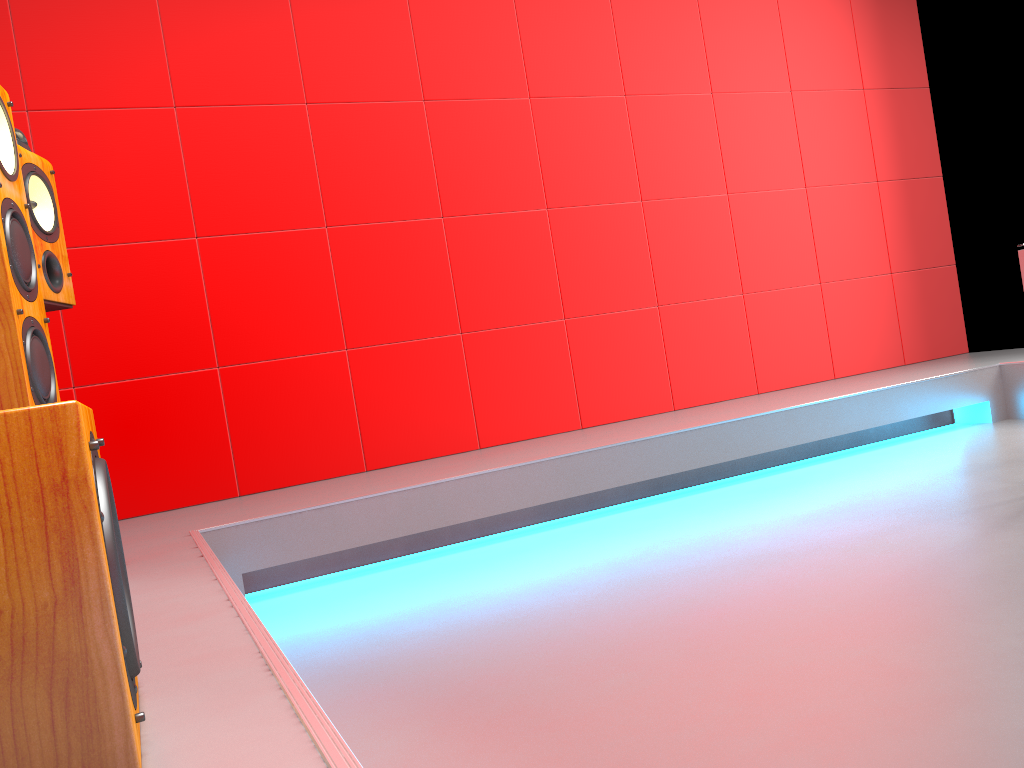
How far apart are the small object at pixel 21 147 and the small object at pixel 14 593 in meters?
1.1

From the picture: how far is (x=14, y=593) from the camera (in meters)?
0.79

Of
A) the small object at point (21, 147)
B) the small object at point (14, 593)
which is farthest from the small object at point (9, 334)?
the small object at point (14, 593)

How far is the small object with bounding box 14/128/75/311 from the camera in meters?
2.0

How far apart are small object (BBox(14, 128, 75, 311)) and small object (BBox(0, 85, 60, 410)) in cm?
39

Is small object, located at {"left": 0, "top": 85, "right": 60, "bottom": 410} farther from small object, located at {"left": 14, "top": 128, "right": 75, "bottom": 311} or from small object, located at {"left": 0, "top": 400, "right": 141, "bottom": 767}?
small object, located at {"left": 0, "top": 400, "right": 141, "bottom": 767}

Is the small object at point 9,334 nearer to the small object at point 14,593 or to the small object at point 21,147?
the small object at point 21,147

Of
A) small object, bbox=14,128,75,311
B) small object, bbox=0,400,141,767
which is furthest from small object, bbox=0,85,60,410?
small object, bbox=0,400,141,767

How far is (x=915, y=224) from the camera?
4.87m

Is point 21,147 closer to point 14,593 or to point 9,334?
point 9,334
